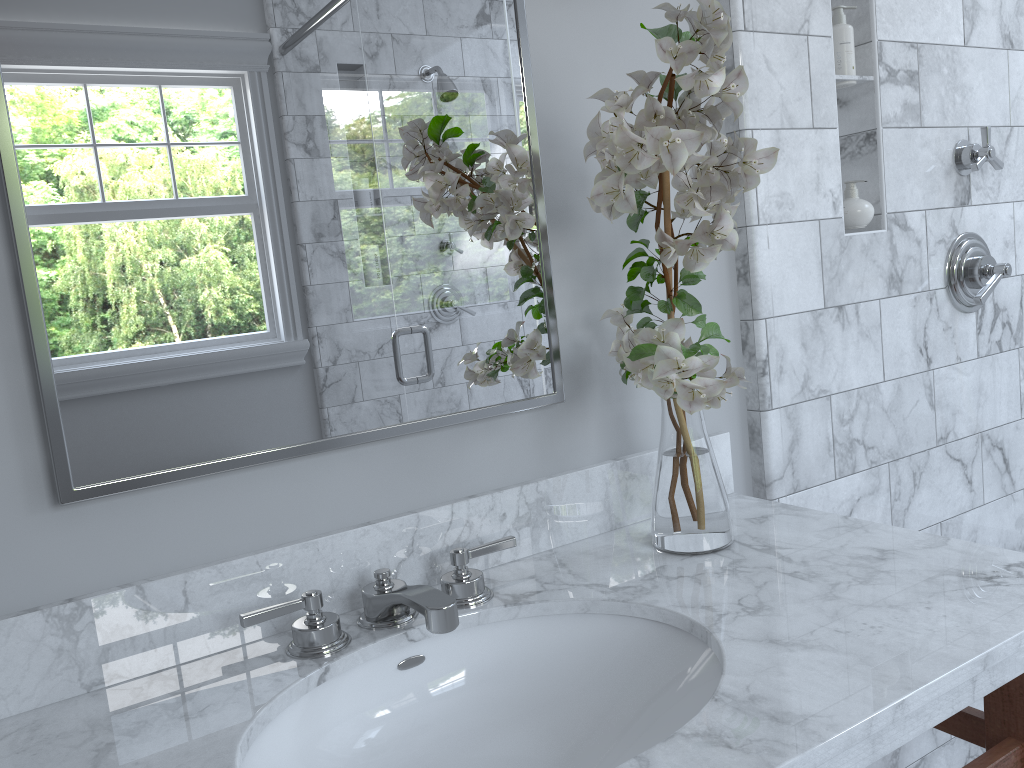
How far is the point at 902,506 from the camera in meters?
3.8

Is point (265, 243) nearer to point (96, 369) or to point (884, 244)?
point (96, 369)

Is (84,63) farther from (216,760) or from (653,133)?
(216,760)

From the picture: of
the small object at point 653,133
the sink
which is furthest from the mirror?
the sink

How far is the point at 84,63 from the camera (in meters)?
0.98

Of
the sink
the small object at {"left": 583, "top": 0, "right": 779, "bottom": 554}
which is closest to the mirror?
the small object at {"left": 583, "top": 0, "right": 779, "bottom": 554}

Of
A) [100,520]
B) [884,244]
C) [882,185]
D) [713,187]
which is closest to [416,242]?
[713,187]

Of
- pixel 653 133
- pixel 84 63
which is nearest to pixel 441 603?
pixel 653 133

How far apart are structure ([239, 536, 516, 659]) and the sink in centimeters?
3cm

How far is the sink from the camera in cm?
99
